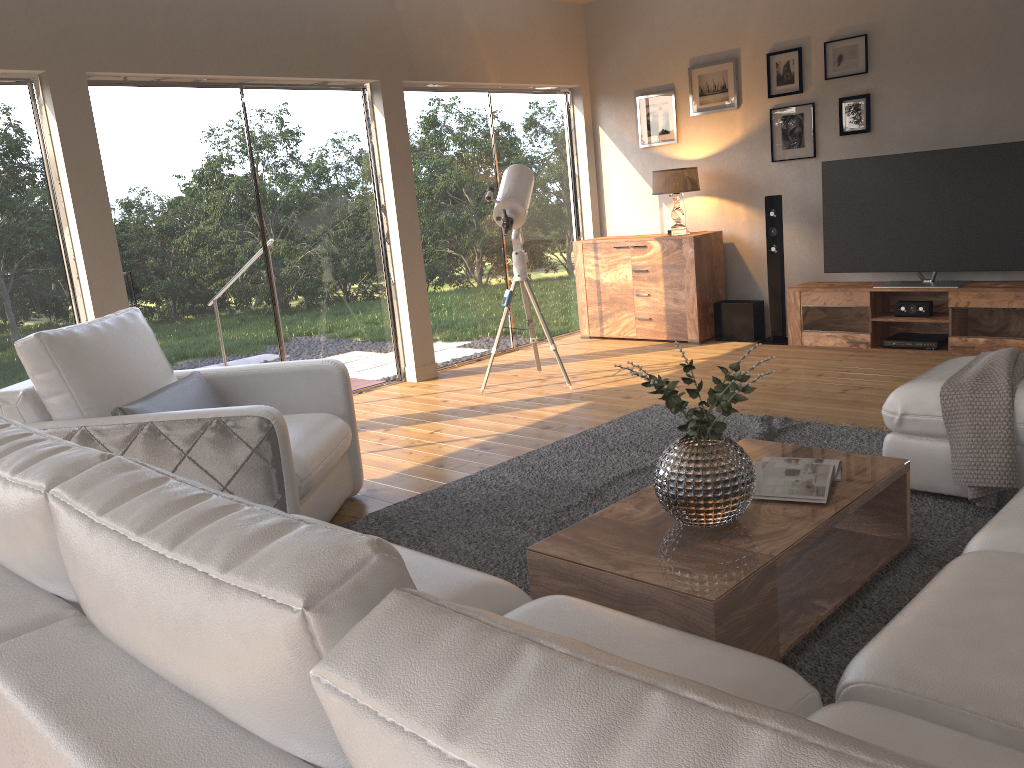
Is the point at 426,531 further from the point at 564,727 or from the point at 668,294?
the point at 668,294

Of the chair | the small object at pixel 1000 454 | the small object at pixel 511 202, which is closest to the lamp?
the small object at pixel 511 202

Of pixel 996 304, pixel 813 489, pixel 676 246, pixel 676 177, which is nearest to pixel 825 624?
pixel 813 489

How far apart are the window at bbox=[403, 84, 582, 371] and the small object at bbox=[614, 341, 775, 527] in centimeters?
438cm

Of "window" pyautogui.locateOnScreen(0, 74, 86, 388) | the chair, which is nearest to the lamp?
the chair

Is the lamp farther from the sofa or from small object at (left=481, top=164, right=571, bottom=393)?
the sofa

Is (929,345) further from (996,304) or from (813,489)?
(813,489)

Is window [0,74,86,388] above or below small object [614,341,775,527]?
above

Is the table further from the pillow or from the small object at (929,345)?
the small object at (929,345)

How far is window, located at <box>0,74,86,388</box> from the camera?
4.65m
